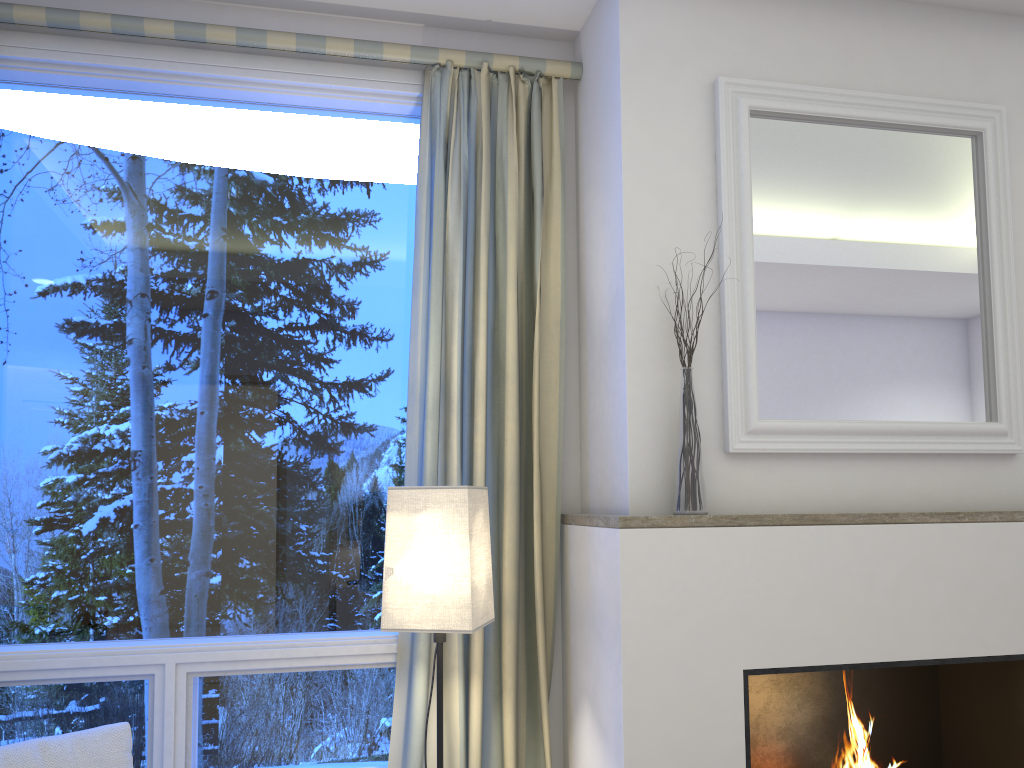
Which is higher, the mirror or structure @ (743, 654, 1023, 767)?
the mirror

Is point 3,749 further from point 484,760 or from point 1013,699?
point 1013,699

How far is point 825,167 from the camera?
2.3m

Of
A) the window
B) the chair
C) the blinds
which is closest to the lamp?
the blinds

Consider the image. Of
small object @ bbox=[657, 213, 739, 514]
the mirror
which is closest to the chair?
small object @ bbox=[657, 213, 739, 514]

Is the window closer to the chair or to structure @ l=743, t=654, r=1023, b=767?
the chair

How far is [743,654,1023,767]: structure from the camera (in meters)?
2.33

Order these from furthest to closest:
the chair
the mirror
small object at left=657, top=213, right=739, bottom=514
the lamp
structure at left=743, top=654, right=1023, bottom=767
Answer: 1. structure at left=743, top=654, right=1023, bottom=767
2. the mirror
3. small object at left=657, top=213, right=739, bottom=514
4. the lamp
5. the chair

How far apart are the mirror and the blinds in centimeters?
46cm

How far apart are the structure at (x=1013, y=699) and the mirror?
0.51m
